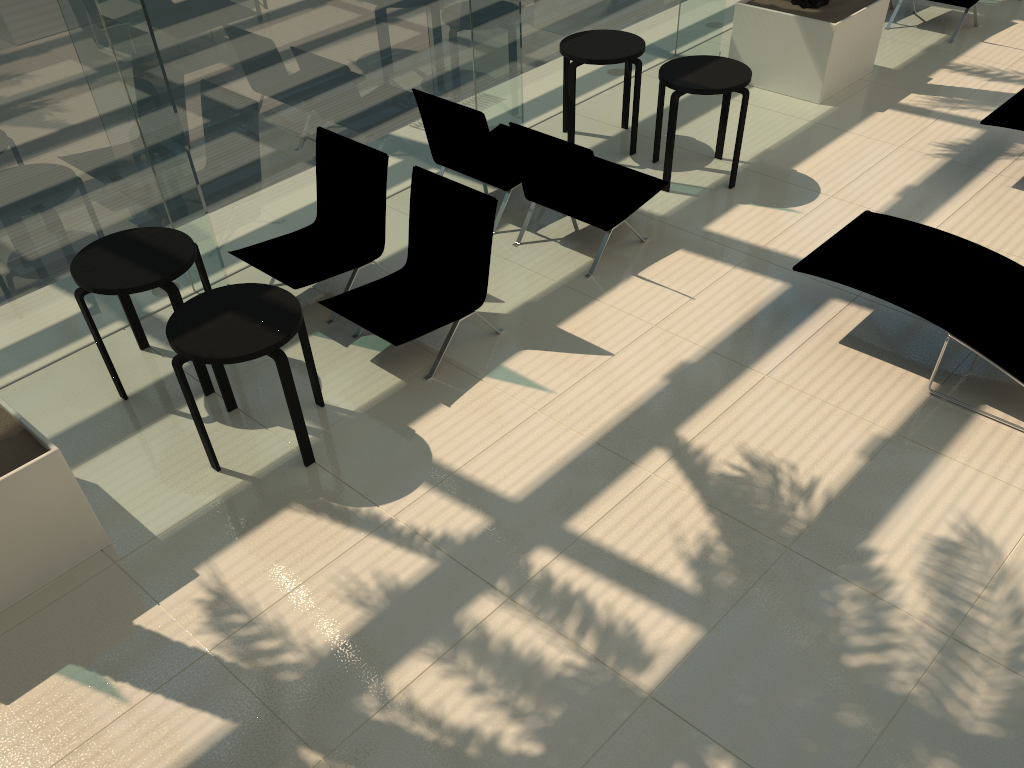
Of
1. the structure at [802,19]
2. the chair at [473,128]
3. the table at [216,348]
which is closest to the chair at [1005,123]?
the structure at [802,19]

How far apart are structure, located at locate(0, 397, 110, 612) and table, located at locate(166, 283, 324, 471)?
0.7m

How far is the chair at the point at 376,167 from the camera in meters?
5.8 m

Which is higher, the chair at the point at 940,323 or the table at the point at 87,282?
the table at the point at 87,282

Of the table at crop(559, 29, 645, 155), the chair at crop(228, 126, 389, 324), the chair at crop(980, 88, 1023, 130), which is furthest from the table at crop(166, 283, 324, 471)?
the chair at crop(980, 88, 1023, 130)

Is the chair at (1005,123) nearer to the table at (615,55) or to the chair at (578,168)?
the chair at (578,168)

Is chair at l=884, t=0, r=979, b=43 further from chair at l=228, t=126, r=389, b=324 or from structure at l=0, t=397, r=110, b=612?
structure at l=0, t=397, r=110, b=612

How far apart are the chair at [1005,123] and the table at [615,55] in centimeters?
273cm

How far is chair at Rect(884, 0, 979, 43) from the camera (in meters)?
9.18

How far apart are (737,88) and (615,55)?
1.1m
